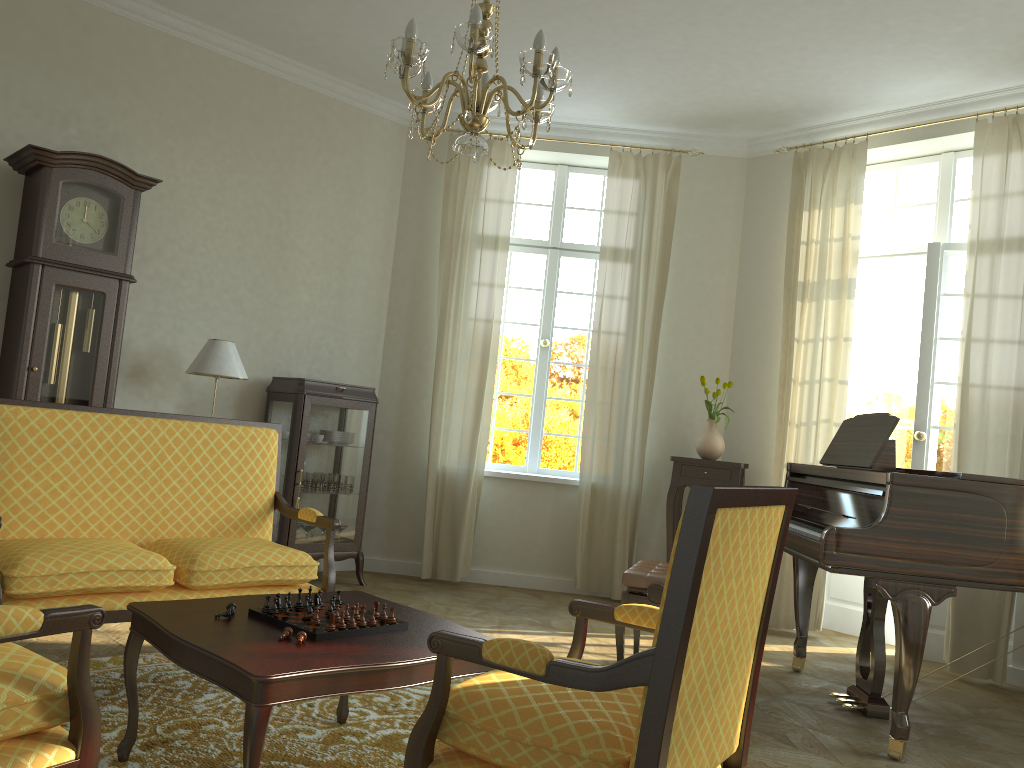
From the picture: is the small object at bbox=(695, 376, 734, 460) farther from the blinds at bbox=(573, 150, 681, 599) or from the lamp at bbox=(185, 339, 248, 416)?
the lamp at bbox=(185, 339, 248, 416)

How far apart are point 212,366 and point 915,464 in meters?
4.5 m

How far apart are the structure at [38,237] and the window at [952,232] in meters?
4.8

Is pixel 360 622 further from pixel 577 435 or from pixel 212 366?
pixel 577 435

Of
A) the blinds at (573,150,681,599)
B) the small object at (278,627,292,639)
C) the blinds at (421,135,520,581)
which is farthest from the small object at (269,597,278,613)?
the blinds at (573,150,681,599)

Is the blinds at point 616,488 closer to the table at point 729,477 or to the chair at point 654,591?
the table at point 729,477

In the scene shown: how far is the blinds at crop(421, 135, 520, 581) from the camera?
6.6 meters

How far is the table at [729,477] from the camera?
6.3m

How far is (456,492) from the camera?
6.60m

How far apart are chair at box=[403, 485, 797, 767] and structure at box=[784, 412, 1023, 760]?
1.5m
